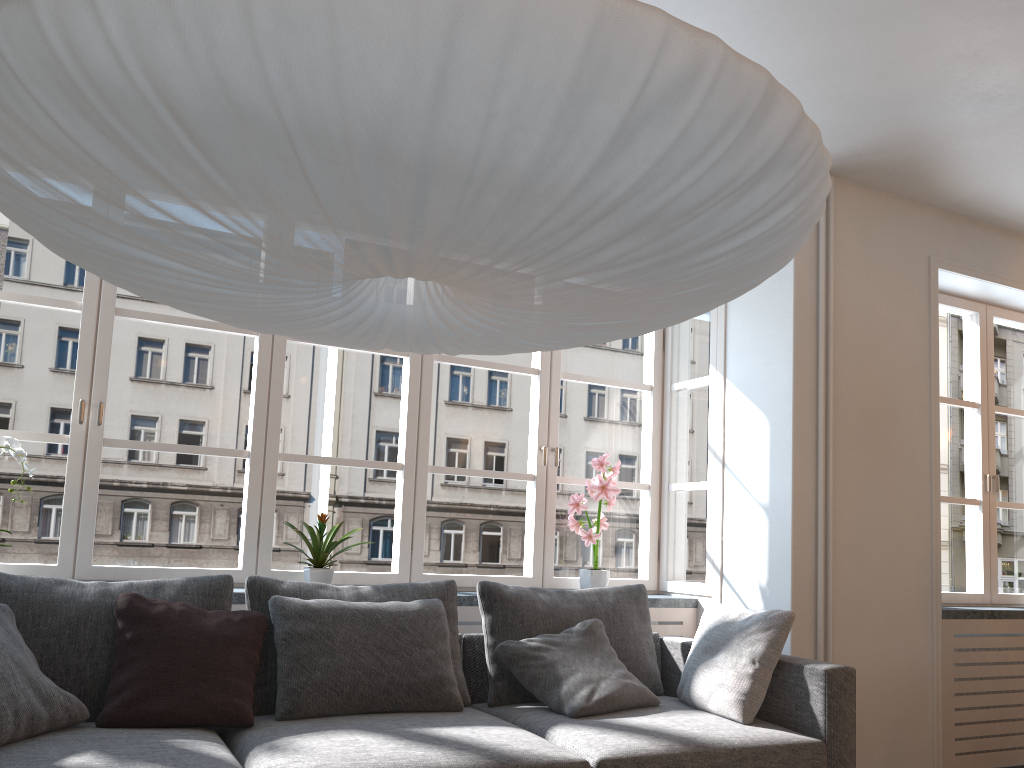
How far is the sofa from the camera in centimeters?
236cm

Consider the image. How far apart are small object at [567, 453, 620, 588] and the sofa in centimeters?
41cm

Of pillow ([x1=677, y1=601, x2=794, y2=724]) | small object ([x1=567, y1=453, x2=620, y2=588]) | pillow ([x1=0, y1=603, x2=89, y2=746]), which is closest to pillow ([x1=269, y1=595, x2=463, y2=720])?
pillow ([x1=0, y1=603, x2=89, y2=746])

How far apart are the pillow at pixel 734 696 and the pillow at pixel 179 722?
1.6 meters

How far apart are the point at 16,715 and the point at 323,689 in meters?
0.9 m

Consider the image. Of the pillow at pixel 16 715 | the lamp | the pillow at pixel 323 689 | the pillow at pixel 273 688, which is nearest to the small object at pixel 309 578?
the pillow at pixel 273 688

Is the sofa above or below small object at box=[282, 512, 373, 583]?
below

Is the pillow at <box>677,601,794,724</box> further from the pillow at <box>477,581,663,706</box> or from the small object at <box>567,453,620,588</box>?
the small object at <box>567,453,620,588</box>

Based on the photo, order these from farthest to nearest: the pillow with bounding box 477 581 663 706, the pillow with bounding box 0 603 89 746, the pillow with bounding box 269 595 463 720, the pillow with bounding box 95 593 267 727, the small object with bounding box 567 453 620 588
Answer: the small object with bounding box 567 453 620 588, the pillow with bounding box 477 581 663 706, the pillow with bounding box 269 595 463 720, the pillow with bounding box 95 593 267 727, the pillow with bounding box 0 603 89 746

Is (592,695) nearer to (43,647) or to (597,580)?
(597,580)
